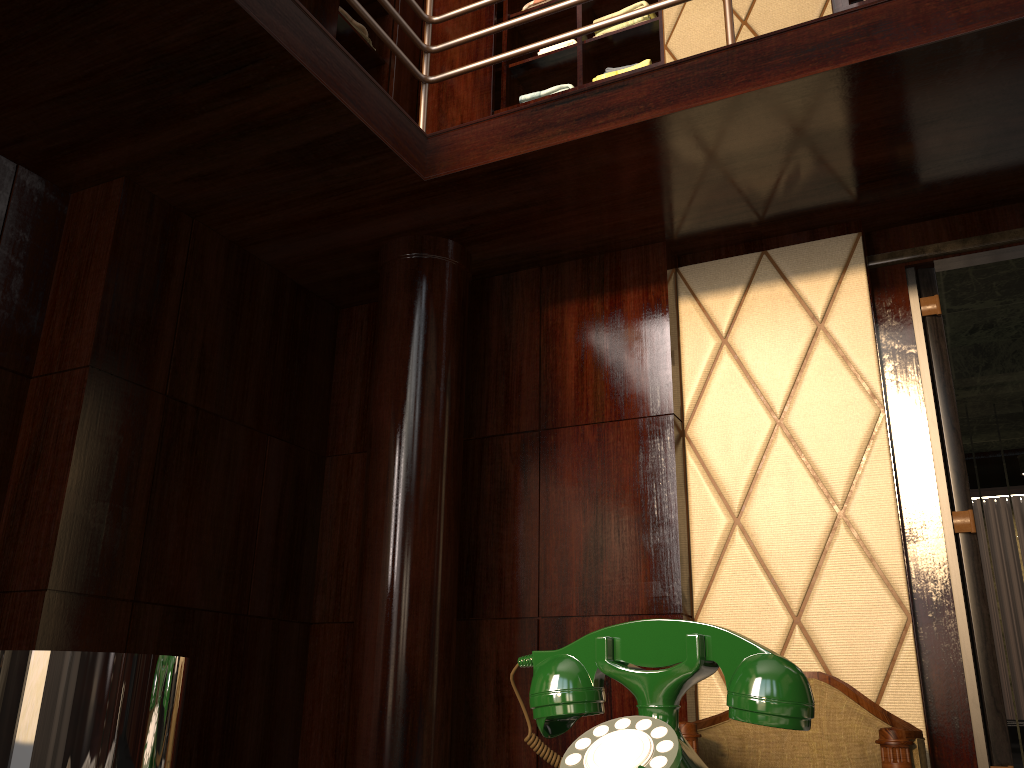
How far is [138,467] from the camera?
2.6m

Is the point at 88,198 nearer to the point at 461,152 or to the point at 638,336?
the point at 461,152

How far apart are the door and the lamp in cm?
Answer: 249

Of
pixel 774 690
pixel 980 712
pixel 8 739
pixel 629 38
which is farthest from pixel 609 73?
pixel 8 739

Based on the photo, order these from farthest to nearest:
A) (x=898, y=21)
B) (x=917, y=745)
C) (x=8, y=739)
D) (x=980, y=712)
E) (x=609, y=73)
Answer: (x=609, y=73) → (x=980, y=712) → (x=898, y=21) → (x=917, y=745) → (x=8, y=739)

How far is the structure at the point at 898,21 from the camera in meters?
2.1 m

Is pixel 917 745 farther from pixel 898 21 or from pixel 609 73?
pixel 609 73

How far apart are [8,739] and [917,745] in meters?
2.0 m

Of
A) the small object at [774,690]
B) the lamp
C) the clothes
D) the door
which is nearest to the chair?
the door

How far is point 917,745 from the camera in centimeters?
189cm
